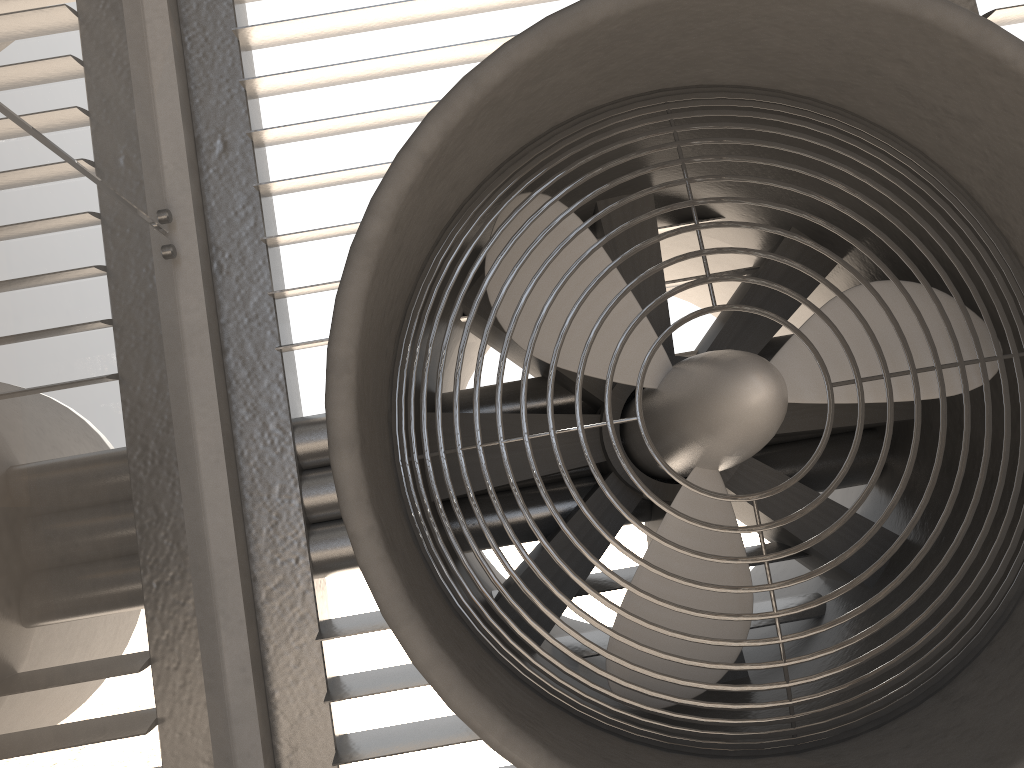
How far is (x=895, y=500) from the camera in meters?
1.9
